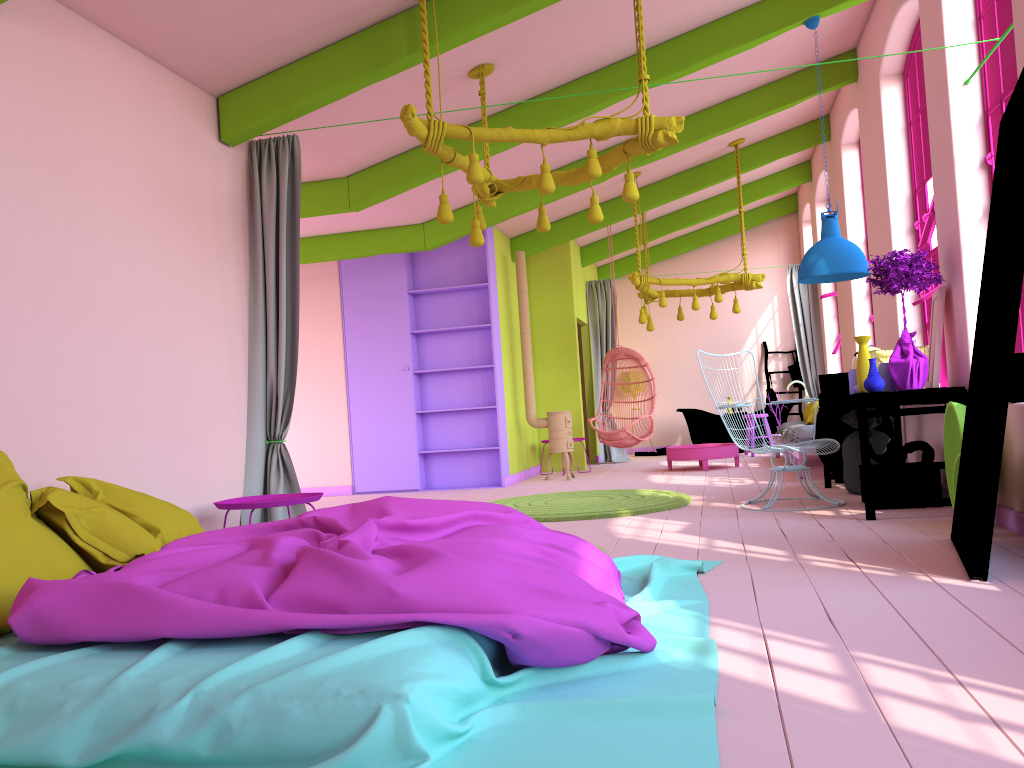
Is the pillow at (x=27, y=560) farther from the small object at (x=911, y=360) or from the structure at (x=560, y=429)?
the structure at (x=560, y=429)

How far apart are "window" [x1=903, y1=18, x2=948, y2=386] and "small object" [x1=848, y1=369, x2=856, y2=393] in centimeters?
72cm

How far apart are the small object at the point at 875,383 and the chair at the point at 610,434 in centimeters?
543cm

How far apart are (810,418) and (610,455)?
3.8m

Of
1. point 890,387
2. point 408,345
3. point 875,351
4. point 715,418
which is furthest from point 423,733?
point 715,418

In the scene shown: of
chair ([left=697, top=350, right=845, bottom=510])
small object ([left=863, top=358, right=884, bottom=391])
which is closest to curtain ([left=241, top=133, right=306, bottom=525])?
chair ([left=697, top=350, right=845, bottom=510])

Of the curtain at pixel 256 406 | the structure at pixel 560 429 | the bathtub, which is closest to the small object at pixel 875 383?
the curtain at pixel 256 406

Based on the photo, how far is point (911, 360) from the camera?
5.74m

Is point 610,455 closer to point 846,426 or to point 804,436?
point 804,436

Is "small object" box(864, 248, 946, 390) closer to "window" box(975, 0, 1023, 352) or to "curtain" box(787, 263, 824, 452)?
"window" box(975, 0, 1023, 352)
